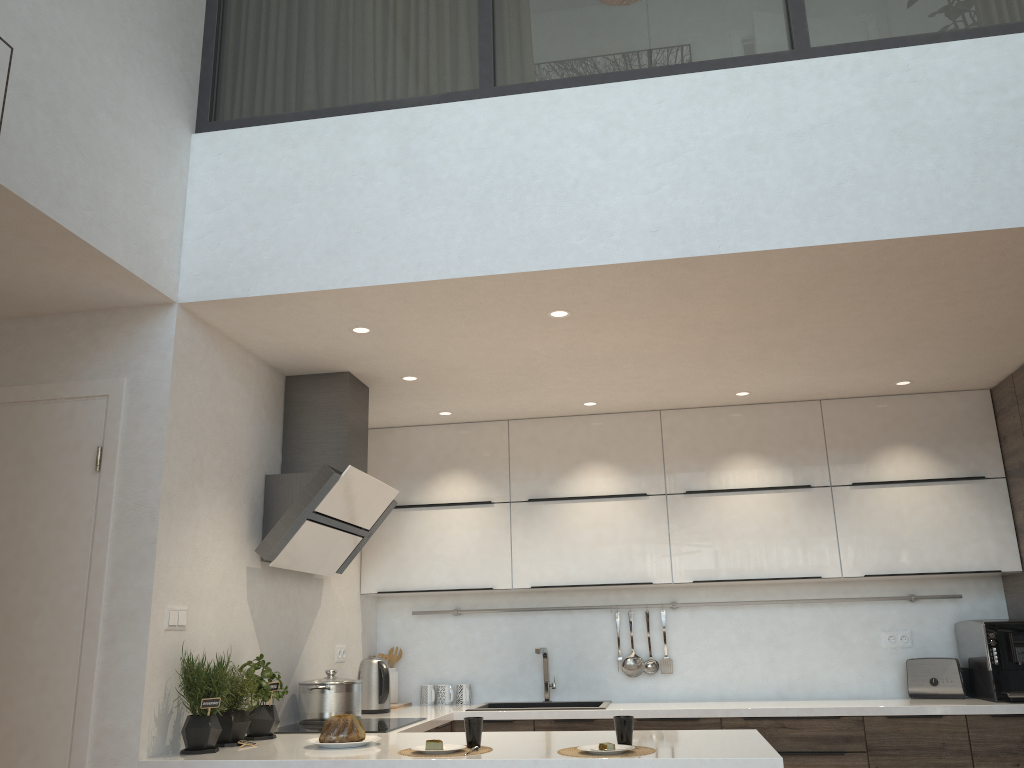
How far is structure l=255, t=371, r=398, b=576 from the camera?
3.67m

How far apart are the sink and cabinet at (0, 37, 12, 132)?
Answer: 3.69m

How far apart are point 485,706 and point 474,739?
1.96m

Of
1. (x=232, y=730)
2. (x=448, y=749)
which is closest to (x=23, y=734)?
(x=232, y=730)

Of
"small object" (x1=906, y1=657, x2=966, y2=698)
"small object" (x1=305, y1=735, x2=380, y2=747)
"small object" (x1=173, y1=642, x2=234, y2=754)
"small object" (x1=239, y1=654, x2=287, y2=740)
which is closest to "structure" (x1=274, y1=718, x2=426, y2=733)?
"small object" (x1=239, y1=654, x2=287, y2=740)

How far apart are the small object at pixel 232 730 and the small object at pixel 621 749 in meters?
1.3 m

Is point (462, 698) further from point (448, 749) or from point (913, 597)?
point (913, 597)

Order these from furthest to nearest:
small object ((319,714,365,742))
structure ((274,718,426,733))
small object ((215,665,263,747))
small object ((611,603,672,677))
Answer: small object ((611,603,672,677)) → structure ((274,718,426,733)) → small object ((215,665,263,747)) → small object ((319,714,365,742))

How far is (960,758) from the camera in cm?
401

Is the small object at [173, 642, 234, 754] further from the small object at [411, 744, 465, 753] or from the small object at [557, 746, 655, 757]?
the small object at [557, 746, 655, 757]
